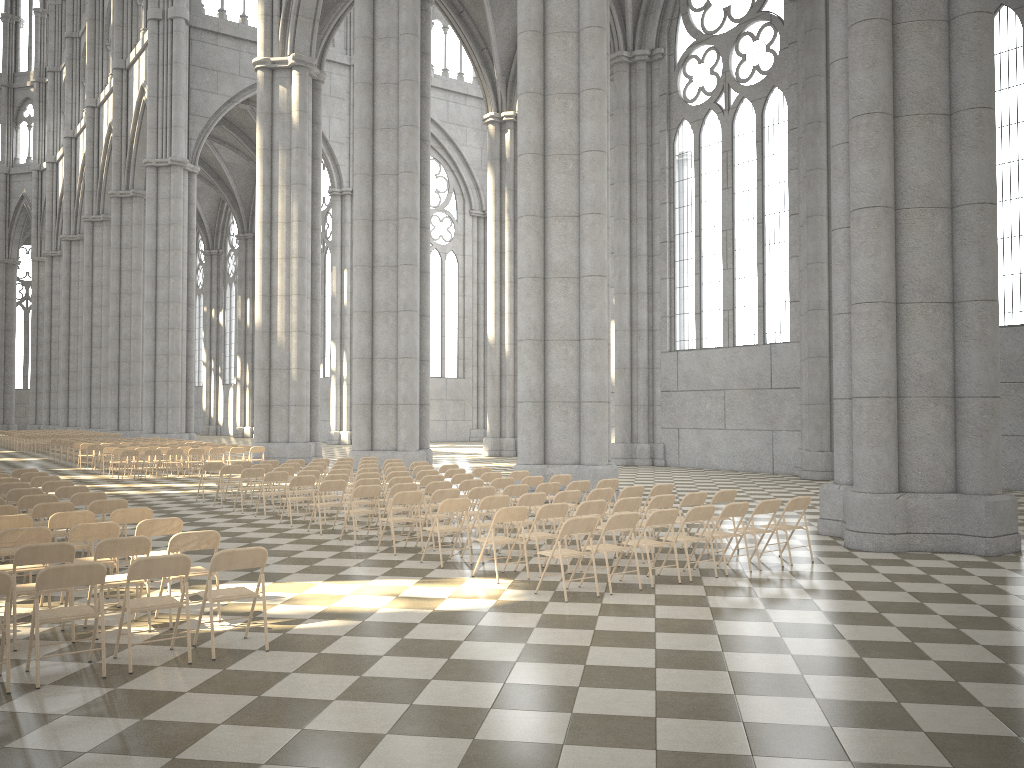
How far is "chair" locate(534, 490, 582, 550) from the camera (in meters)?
11.58

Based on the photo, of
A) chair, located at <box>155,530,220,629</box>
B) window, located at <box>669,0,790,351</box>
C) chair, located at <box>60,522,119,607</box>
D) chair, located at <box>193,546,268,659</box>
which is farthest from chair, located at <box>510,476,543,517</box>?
window, located at <box>669,0,790,351</box>

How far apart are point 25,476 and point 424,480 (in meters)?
6.90

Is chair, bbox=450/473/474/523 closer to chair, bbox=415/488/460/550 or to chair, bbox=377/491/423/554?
chair, bbox=415/488/460/550

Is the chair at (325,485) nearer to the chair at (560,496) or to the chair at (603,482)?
the chair at (560,496)

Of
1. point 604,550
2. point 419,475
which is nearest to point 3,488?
point 419,475

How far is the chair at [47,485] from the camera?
13.2m

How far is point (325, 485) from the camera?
13.36m

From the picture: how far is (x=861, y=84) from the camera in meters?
12.0 m

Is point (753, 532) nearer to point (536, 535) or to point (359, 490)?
point (536, 535)
